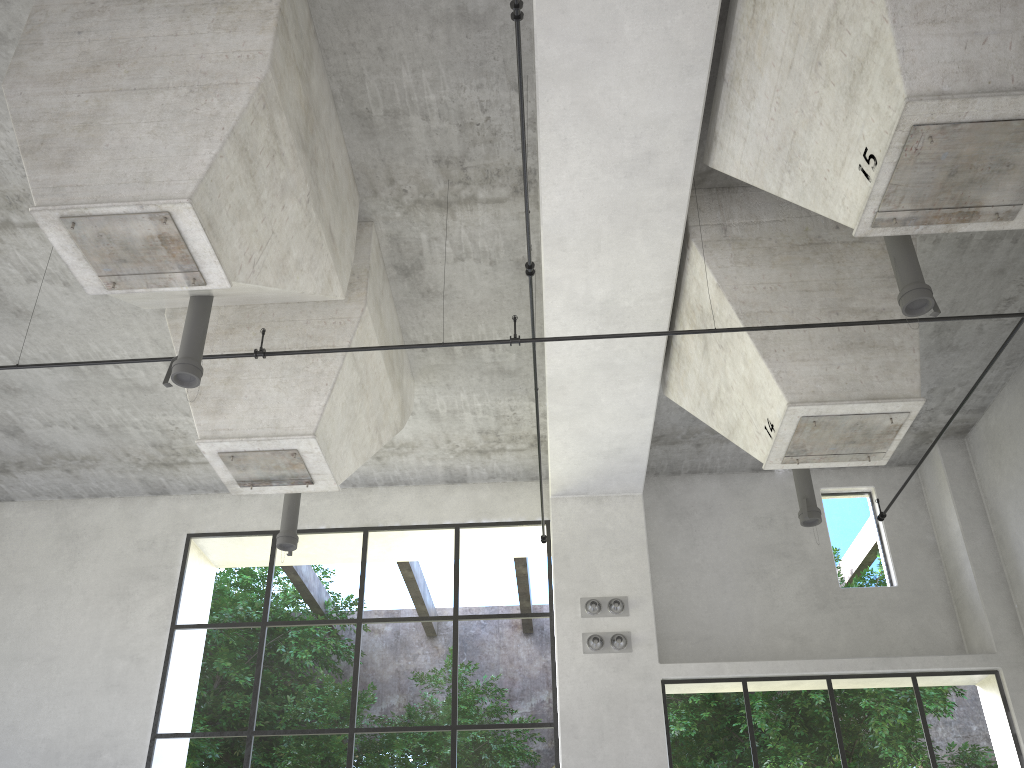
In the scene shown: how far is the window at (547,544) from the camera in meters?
13.7

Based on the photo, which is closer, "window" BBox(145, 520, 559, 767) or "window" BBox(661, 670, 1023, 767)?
"window" BBox(145, 520, 559, 767)

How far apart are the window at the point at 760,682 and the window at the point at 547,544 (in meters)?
1.62

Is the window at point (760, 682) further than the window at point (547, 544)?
Yes

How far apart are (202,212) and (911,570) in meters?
11.6

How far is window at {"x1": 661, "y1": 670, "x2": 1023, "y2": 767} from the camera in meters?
26.4

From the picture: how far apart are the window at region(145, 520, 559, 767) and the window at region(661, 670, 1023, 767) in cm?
162

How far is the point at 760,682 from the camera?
26.37m

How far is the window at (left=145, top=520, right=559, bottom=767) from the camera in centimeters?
1373cm

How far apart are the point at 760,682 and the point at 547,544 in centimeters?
1577cm
